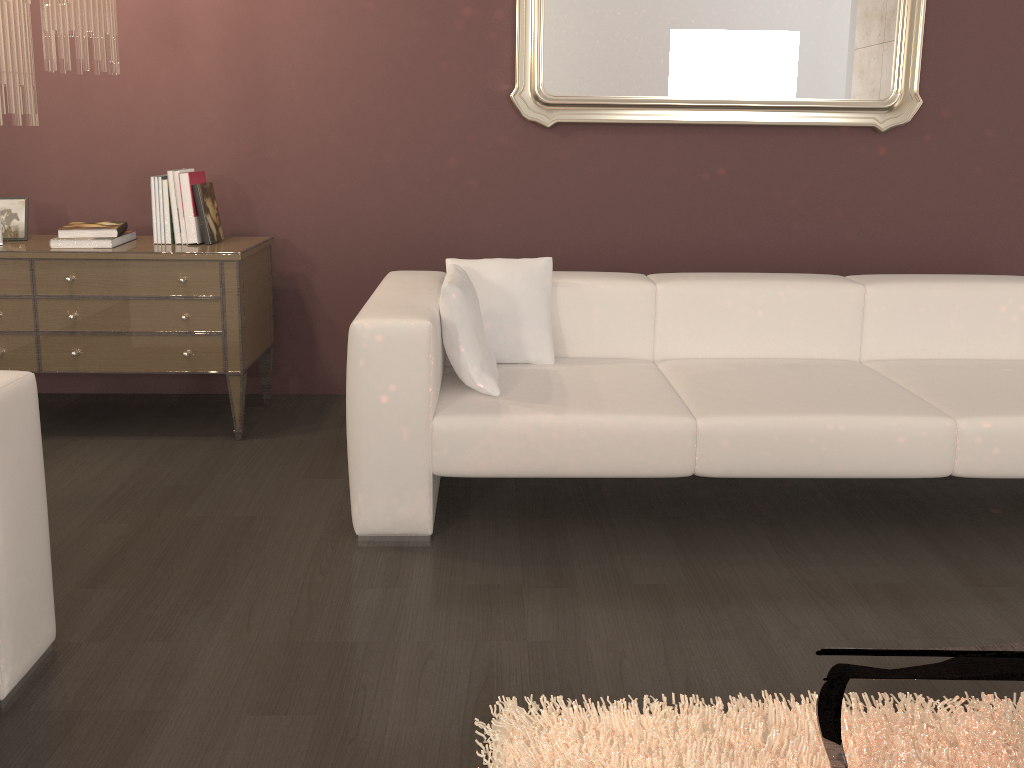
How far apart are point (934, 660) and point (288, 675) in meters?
1.5

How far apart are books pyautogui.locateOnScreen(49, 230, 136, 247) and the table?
2.8m

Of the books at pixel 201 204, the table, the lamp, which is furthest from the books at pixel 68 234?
the table

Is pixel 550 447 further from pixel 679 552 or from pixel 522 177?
pixel 522 177

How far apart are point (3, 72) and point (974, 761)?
3.08m

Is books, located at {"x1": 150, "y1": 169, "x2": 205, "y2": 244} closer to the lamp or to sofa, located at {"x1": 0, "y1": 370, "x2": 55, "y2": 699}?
the lamp

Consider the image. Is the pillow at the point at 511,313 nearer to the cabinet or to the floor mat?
the cabinet

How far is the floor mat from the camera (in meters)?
1.70

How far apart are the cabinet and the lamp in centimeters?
53cm

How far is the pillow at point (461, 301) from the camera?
2.58m
